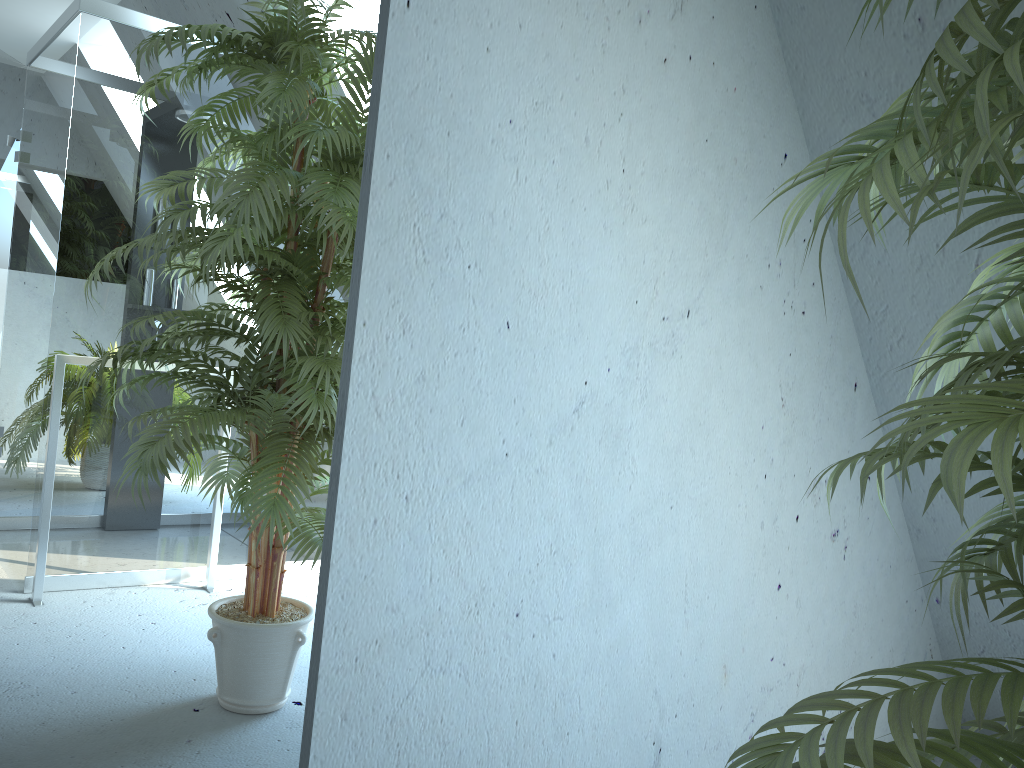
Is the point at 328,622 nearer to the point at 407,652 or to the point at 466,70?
the point at 407,652

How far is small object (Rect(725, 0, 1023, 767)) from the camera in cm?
58

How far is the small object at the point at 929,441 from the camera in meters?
0.6

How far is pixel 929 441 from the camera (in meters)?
0.58
